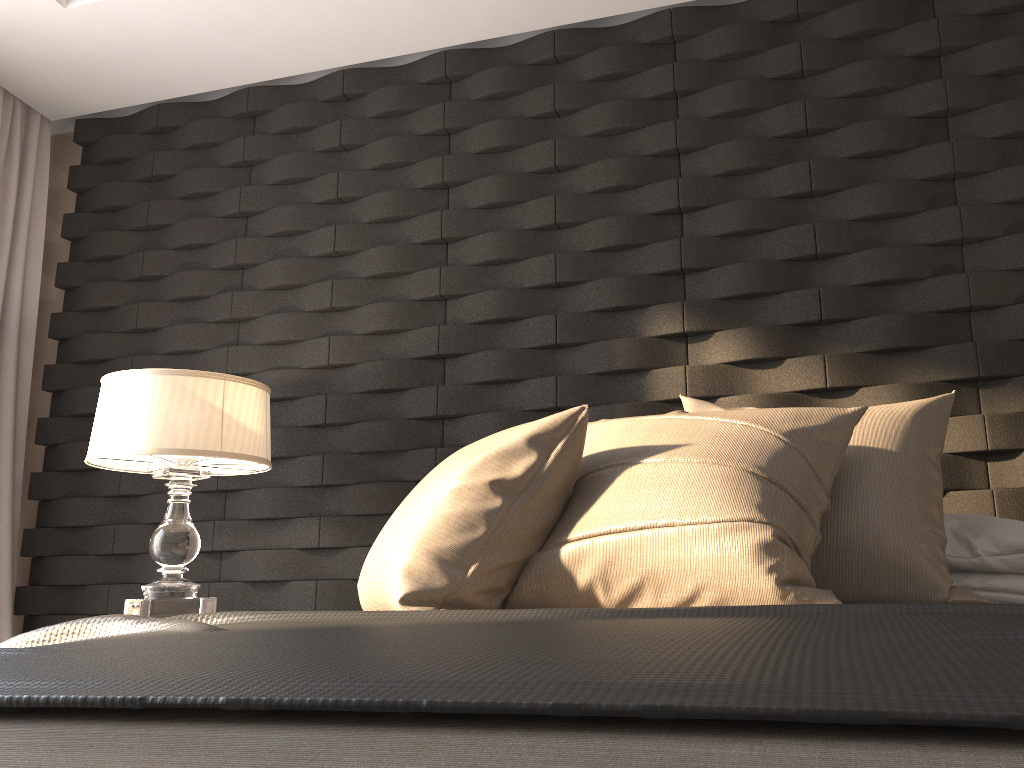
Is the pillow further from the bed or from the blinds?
the blinds

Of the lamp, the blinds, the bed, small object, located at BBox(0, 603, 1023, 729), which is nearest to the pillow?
small object, located at BBox(0, 603, 1023, 729)

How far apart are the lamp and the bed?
1.6 meters

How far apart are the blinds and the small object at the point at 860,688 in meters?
2.1

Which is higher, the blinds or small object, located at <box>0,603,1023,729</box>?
the blinds

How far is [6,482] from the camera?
3.2 meters

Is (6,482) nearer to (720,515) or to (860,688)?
(720,515)

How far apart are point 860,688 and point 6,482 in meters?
3.4

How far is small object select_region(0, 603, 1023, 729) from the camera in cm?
55

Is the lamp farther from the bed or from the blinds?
the bed
